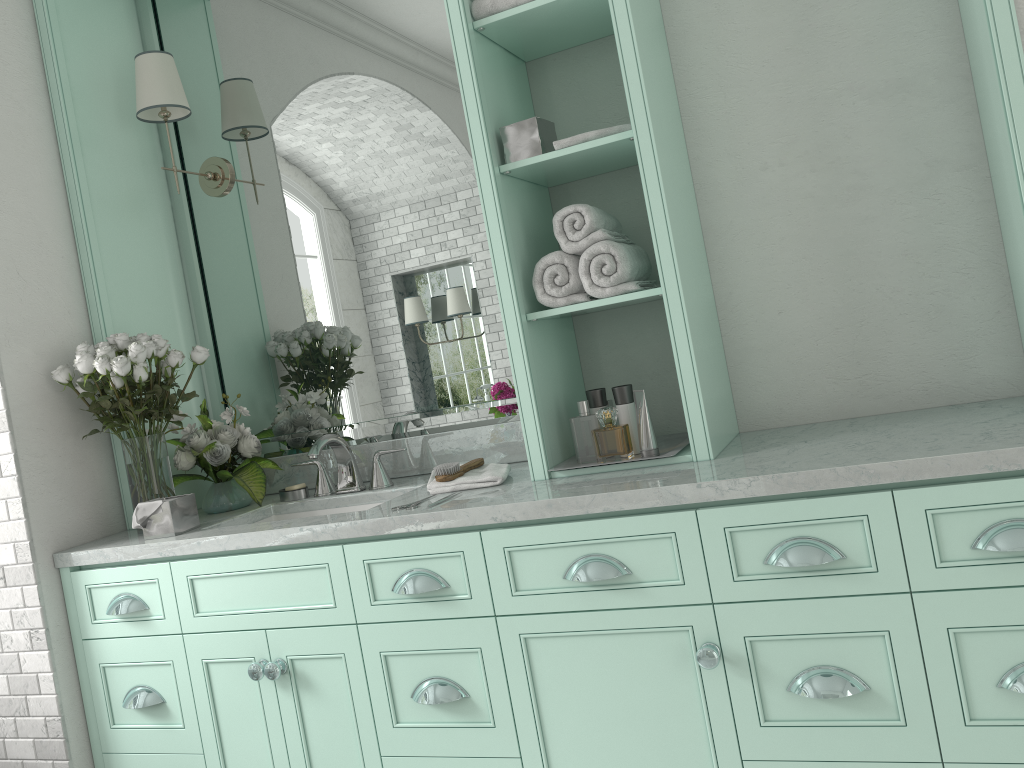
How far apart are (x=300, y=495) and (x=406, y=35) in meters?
1.6 m

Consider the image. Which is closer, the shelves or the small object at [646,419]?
the shelves

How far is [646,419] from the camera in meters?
2.3

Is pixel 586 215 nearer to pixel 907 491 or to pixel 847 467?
pixel 847 467

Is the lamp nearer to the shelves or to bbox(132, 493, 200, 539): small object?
the shelves

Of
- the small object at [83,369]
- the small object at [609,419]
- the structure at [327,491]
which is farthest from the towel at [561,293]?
the small object at [609,419]

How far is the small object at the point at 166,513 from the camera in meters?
2.6 m

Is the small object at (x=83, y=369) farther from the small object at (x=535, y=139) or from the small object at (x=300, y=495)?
the small object at (x=535, y=139)

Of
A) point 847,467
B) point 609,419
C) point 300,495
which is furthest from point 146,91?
point 609,419

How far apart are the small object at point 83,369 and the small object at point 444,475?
0.9m
